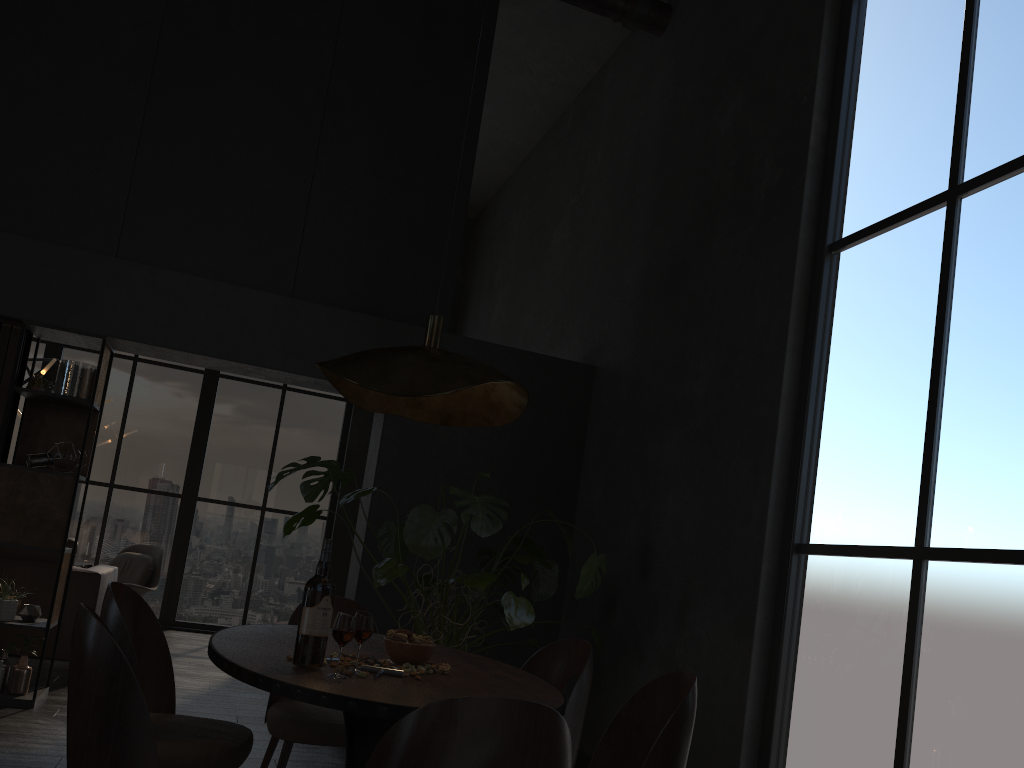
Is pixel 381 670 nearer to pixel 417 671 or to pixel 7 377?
pixel 417 671

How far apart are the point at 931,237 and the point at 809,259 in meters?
0.7 m

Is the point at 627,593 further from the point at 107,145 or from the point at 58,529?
the point at 107,145

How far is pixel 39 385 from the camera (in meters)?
5.00

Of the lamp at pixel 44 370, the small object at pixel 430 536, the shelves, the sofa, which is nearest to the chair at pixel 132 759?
the small object at pixel 430 536

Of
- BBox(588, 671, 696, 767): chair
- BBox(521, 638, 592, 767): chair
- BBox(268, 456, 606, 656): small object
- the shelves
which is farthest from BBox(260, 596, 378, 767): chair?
the shelves

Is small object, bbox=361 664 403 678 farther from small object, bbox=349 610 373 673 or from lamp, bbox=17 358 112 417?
lamp, bbox=17 358 112 417

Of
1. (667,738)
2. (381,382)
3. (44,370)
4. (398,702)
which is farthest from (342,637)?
(44,370)

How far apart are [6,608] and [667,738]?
4.0 meters

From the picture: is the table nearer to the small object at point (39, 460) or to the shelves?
the shelves
